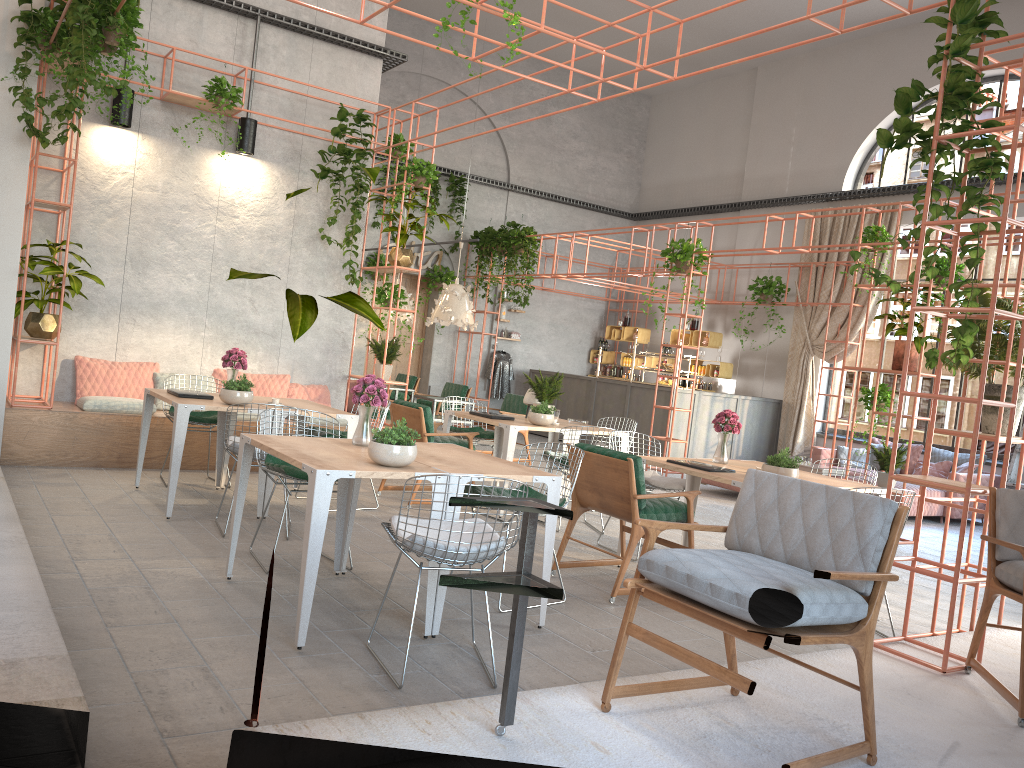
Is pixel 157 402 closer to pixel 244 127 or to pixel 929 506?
pixel 244 127

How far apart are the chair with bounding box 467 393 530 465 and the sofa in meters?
4.3 m

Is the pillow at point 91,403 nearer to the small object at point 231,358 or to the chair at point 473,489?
the small object at point 231,358

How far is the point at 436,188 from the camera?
16.1m

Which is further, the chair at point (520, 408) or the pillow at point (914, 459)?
the pillow at point (914, 459)

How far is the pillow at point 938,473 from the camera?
11.8 meters

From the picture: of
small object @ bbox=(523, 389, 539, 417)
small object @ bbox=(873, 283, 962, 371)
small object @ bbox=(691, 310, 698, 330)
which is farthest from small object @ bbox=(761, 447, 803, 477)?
small object @ bbox=(691, 310, 698, 330)

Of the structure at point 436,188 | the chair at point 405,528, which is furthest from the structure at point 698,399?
the chair at point 405,528

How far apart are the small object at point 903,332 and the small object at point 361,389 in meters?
6.3

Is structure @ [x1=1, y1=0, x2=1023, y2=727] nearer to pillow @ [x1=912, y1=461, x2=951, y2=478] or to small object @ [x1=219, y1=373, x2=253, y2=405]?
small object @ [x1=219, y1=373, x2=253, y2=405]
